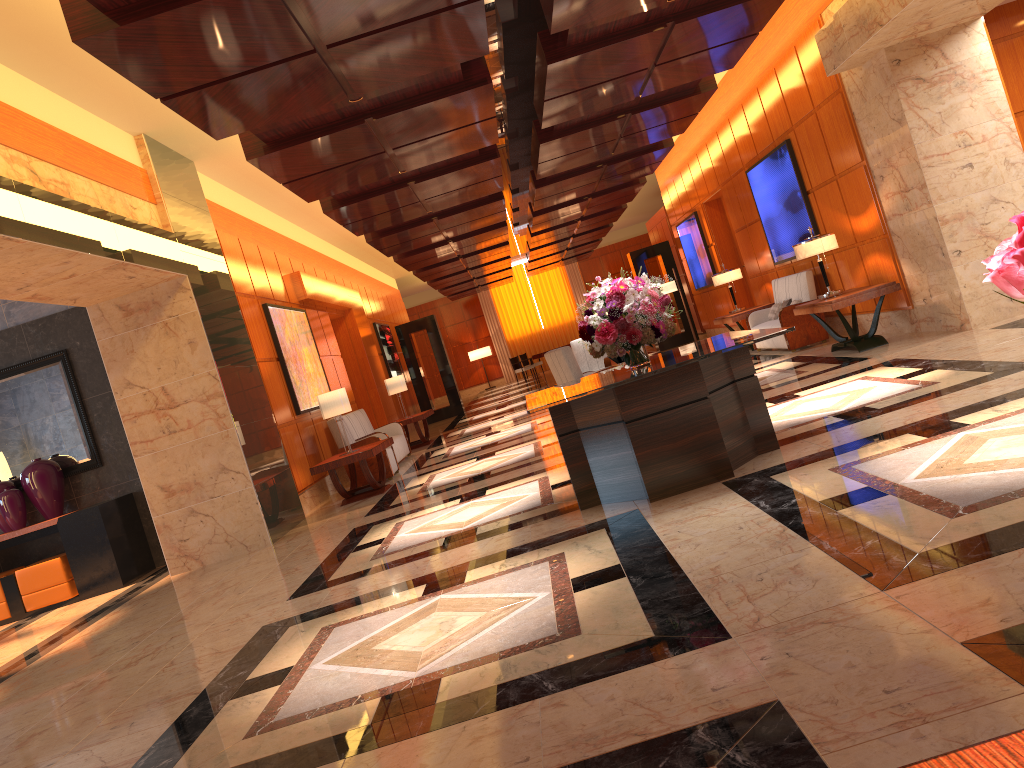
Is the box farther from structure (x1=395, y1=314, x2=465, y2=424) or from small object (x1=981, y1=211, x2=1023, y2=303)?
structure (x1=395, y1=314, x2=465, y2=424)

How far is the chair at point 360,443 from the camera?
11.1m

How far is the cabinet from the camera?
8.9m

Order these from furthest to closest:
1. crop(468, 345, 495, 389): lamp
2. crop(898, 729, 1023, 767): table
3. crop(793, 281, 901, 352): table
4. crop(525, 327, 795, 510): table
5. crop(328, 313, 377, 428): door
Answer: crop(468, 345, 495, 389): lamp → crop(328, 313, 377, 428): door → crop(793, 281, 901, 352): table → crop(525, 327, 795, 510): table → crop(898, 729, 1023, 767): table

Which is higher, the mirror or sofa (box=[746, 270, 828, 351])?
the mirror

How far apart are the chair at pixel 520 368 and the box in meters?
19.6 m

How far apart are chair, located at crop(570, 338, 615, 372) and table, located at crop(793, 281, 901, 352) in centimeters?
325cm

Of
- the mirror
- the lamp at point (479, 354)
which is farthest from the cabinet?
the lamp at point (479, 354)

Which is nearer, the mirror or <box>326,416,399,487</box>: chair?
the mirror

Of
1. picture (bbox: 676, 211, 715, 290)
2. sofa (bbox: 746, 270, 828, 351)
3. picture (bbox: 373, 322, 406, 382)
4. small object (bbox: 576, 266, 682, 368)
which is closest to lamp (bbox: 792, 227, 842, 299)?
sofa (bbox: 746, 270, 828, 351)
